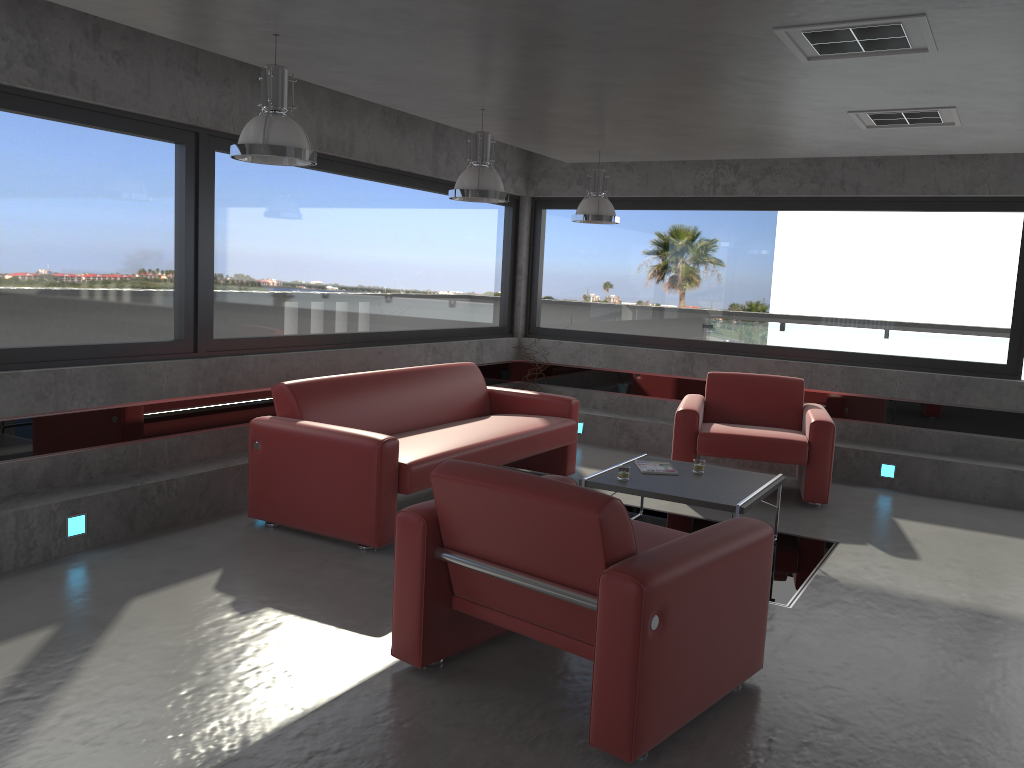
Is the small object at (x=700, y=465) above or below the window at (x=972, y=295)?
below

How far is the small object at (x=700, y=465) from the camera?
5.6m

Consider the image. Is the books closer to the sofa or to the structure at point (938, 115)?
the sofa

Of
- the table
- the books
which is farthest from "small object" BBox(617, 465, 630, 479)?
the books

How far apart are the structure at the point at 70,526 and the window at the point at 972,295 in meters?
5.6 m

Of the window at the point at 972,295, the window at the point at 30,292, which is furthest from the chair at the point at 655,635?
the window at the point at 972,295

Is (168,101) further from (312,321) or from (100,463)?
(100,463)

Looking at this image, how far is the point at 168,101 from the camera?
5.4m

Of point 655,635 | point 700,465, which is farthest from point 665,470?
point 655,635

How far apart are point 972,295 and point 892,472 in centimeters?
166cm
